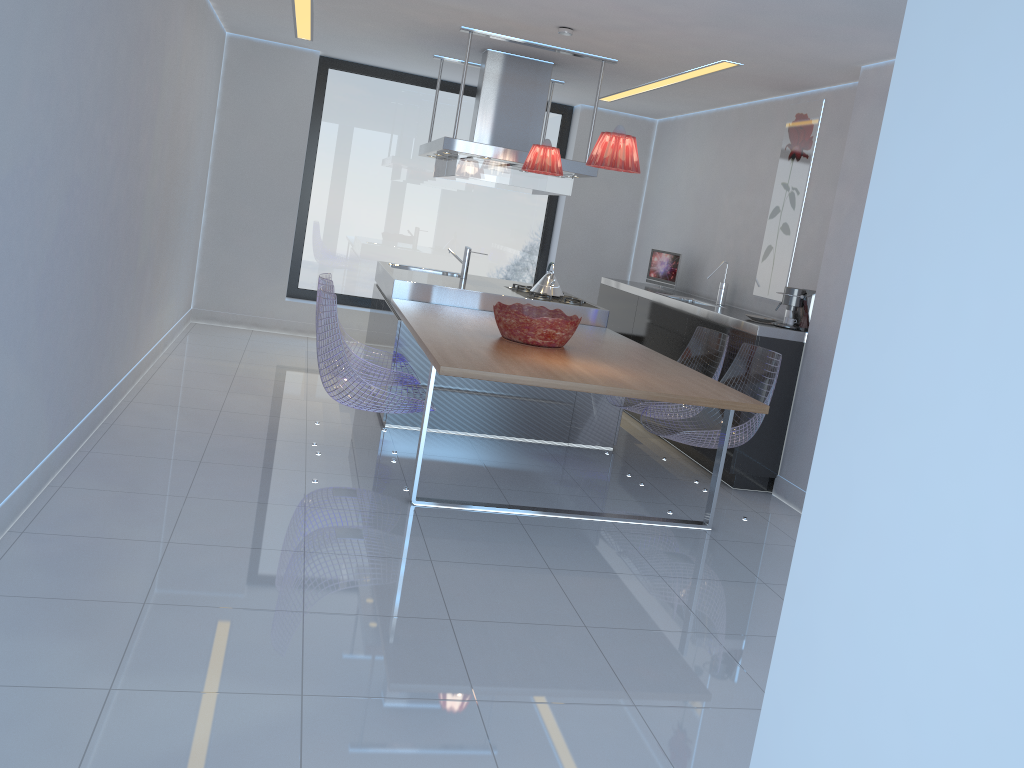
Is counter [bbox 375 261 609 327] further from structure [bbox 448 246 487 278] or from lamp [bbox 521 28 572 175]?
lamp [bbox 521 28 572 175]

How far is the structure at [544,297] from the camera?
6.1m

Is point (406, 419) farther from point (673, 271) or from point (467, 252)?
point (673, 271)

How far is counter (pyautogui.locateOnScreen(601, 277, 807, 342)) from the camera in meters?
5.1

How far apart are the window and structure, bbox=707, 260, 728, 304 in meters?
2.5 m

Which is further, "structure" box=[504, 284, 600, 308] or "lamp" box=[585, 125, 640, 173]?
"structure" box=[504, 284, 600, 308]

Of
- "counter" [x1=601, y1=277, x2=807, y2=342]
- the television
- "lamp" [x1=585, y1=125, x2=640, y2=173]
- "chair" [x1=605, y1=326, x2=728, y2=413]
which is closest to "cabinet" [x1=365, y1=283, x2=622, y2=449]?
"chair" [x1=605, y1=326, x2=728, y2=413]

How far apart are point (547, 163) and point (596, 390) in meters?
1.9 m

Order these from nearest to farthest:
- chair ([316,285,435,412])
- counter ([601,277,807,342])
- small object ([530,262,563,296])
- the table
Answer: the table < chair ([316,285,435,412]) < counter ([601,277,807,342]) < small object ([530,262,563,296])

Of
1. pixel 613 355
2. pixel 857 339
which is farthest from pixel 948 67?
pixel 613 355
